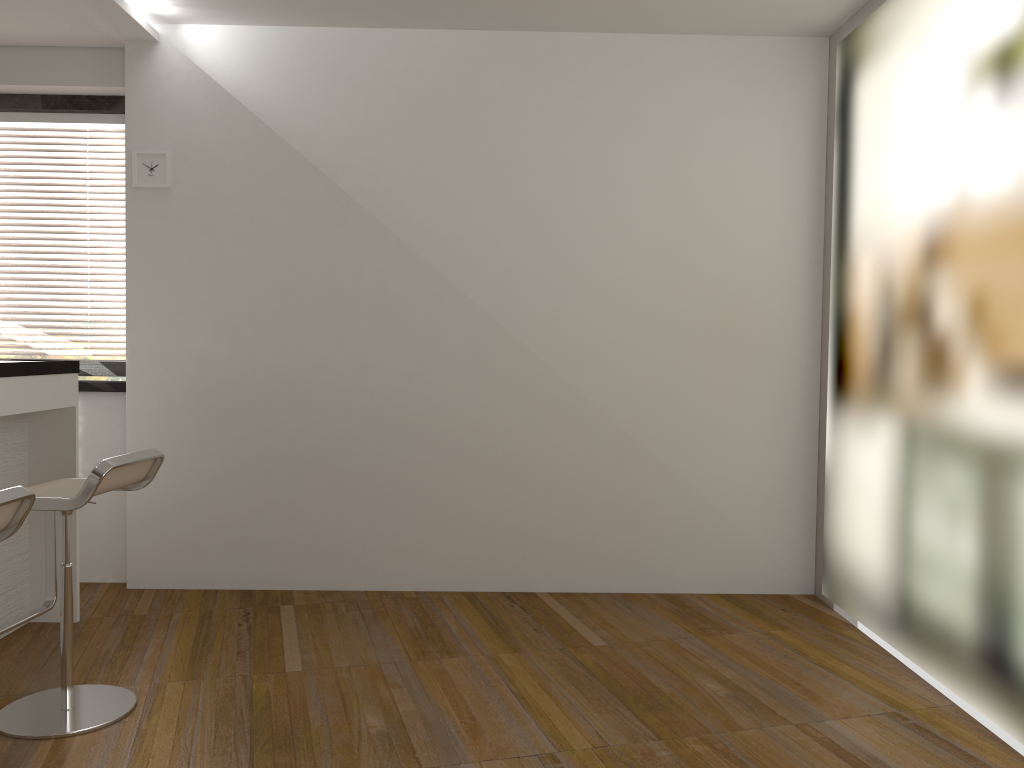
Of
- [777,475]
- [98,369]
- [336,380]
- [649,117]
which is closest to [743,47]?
[649,117]

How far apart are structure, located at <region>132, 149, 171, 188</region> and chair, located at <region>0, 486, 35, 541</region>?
2.4 meters

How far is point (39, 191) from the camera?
4.6m

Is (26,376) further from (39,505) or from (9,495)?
(9,495)

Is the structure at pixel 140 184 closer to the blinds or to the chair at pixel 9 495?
the blinds

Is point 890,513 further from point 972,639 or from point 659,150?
point 659,150

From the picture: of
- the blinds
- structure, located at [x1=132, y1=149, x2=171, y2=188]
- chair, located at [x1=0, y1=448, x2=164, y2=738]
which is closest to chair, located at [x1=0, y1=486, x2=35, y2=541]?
chair, located at [x1=0, y1=448, x2=164, y2=738]

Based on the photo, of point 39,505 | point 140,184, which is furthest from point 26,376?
point 140,184

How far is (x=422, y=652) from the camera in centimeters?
352cm

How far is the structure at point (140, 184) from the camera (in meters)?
4.27
